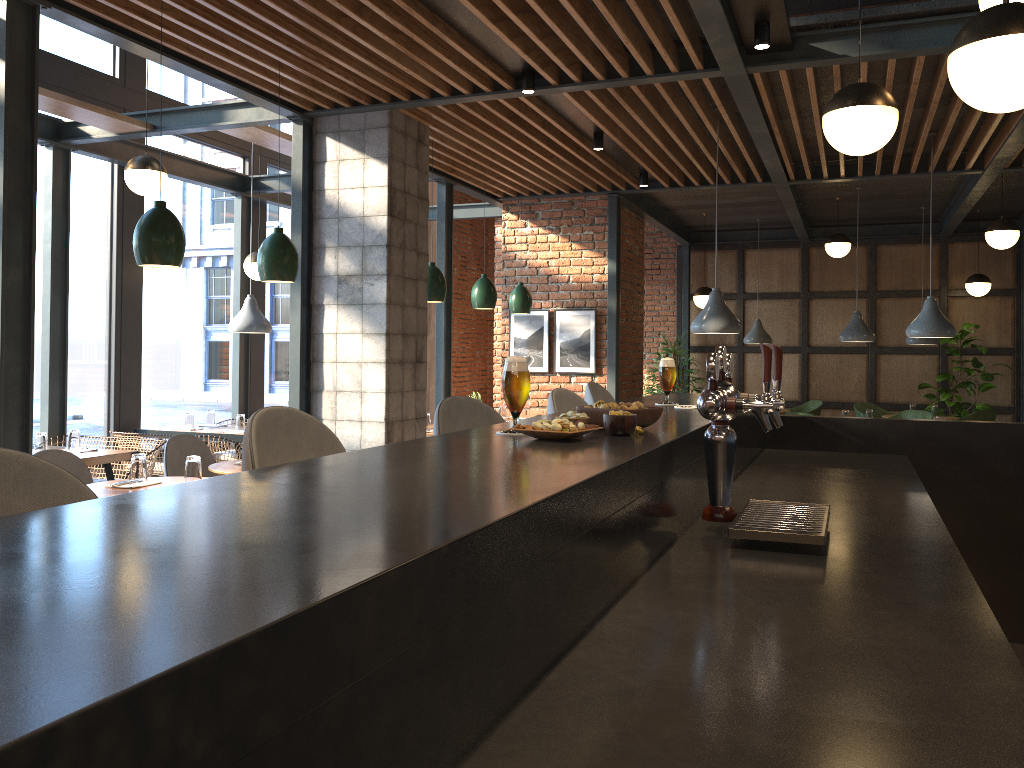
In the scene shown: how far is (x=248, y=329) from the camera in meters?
7.2 m

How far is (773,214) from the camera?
10.7 meters

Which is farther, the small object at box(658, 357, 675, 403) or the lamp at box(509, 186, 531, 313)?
the lamp at box(509, 186, 531, 313)

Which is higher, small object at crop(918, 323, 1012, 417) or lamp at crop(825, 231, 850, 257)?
lamp at crop(825, 231, 850, 257)

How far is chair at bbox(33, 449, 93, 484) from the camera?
4.29m

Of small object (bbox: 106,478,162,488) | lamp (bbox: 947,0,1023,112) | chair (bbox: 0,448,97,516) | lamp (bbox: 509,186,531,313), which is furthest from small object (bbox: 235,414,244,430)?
chair (bbox: 0,448,97,516)

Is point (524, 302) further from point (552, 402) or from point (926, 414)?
point (552, 402)

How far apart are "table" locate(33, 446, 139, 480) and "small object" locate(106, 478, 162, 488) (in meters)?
1.60

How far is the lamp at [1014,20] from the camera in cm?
211

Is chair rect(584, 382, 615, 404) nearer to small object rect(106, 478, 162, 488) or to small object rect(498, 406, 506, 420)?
small object rect(106, 478, 162, 488)
